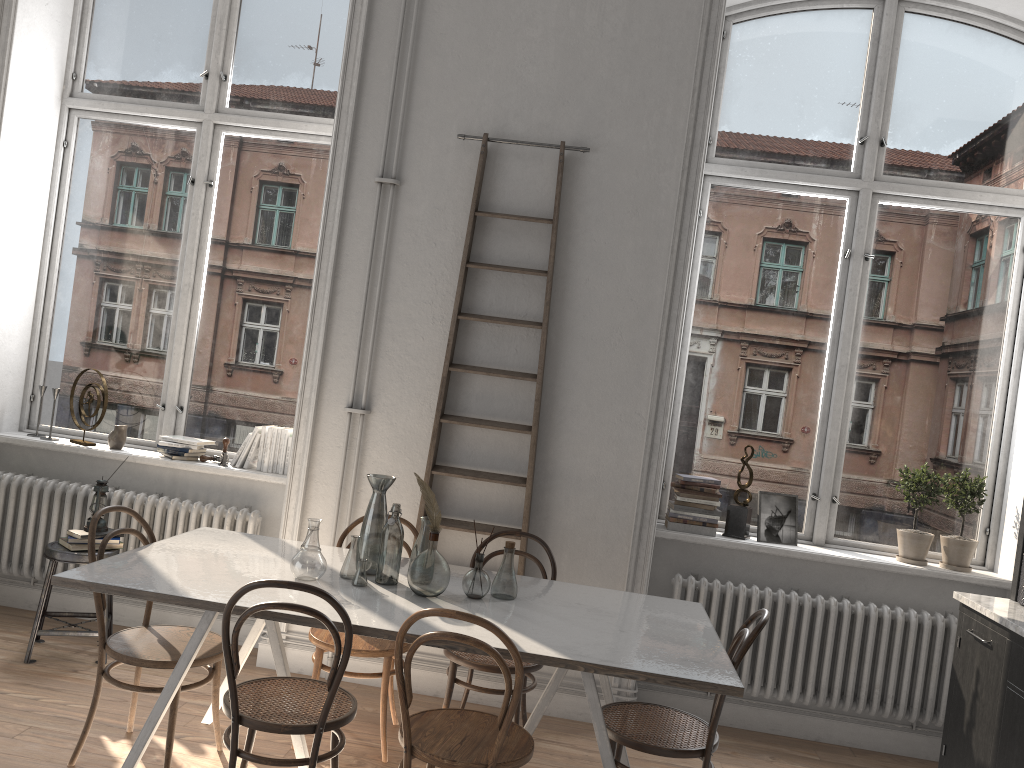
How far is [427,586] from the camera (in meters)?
3.16

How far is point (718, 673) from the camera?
2.74m

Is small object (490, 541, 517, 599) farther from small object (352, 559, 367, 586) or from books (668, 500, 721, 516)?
books (668, 500, 721, 516)

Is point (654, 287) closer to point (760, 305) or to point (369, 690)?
point (760, 305)

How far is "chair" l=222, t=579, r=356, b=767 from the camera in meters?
2.7

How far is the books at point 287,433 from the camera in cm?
478

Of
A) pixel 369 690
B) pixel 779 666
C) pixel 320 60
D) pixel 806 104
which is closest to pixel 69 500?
pixel 369 690

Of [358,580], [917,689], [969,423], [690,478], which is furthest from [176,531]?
[969,423]

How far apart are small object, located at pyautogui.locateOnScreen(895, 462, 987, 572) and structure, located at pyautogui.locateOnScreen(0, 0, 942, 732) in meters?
0.8

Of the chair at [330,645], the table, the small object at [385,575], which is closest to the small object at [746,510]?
the table
